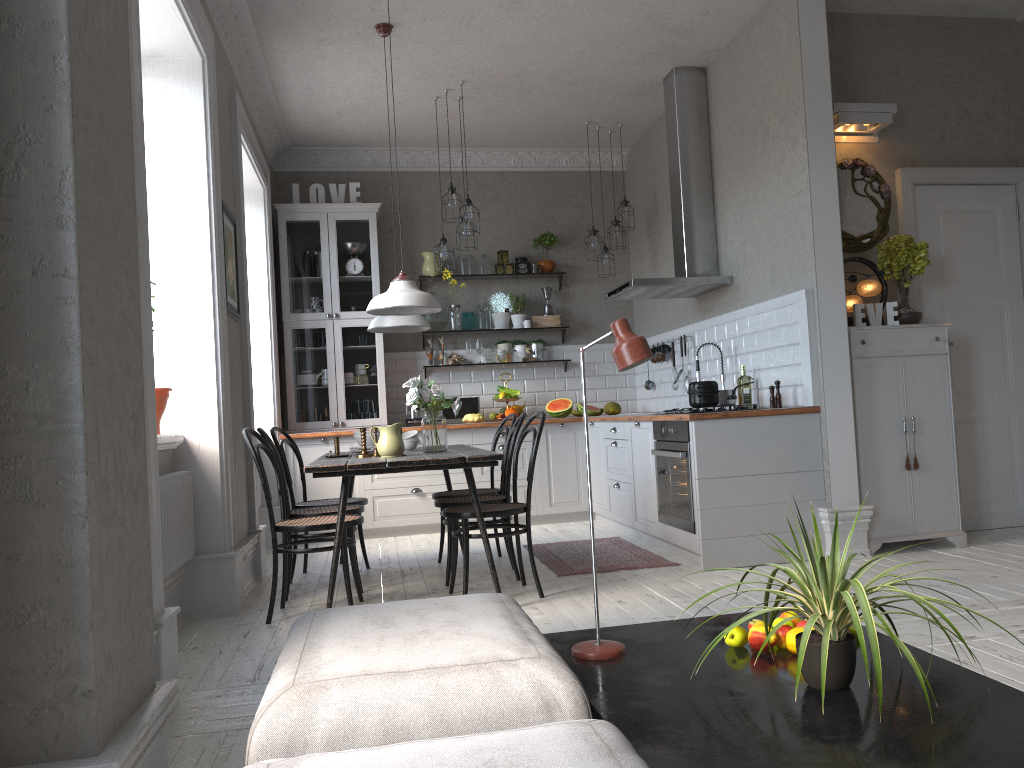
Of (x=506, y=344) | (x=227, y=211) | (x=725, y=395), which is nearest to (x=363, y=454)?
(x=227, y=211)

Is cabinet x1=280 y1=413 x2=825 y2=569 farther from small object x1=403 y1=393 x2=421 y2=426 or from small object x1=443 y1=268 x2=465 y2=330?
small object x1=443 y1=268 x2=465 y2=330

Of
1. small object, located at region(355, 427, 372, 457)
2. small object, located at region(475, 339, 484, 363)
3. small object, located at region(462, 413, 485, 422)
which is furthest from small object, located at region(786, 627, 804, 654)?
small object, located at region(475, 339, 484, 363)

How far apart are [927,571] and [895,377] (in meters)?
1.14

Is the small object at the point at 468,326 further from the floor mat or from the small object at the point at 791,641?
the small object at the point at 791,641

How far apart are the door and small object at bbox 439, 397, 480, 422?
3.7m

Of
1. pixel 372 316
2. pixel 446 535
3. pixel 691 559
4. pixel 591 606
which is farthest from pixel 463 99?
pixel 591 606

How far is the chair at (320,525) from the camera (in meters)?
4.15

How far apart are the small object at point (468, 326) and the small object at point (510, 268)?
0.53m

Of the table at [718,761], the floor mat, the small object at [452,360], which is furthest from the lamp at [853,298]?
the small object at [452,360]
